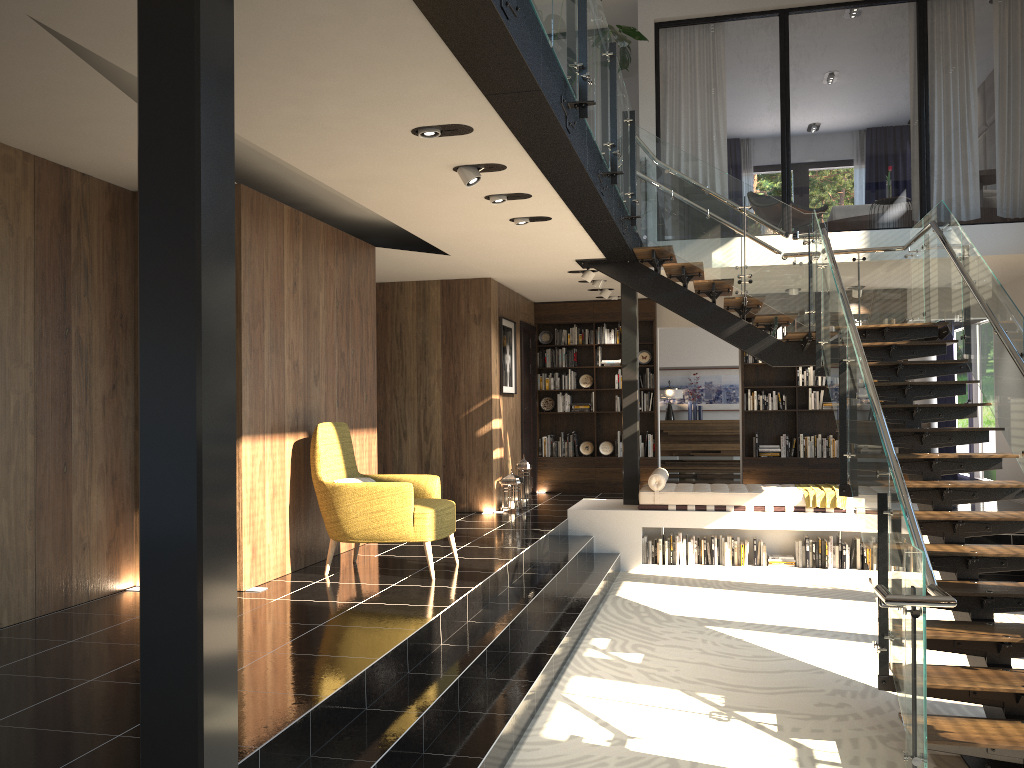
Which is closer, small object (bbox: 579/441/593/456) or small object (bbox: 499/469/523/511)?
small object (bbox: 499/469/523/511)

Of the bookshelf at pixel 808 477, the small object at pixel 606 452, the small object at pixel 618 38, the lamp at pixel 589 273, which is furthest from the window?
the small object at pixel 618 38

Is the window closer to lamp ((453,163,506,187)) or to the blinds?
the blinds

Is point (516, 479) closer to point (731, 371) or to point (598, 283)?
point (598, 283)

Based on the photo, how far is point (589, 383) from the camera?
12.50m

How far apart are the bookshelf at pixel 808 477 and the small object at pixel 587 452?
2.1m

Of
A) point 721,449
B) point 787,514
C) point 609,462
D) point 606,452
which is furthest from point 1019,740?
point 721,449

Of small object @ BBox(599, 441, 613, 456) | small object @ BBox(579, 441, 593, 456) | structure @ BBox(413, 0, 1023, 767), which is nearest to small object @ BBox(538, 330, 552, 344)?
small object @ BBox(579, 441, 593, 456)

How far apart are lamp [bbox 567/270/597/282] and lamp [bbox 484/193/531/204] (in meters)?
3.50

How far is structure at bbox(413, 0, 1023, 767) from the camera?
4.0 meters
